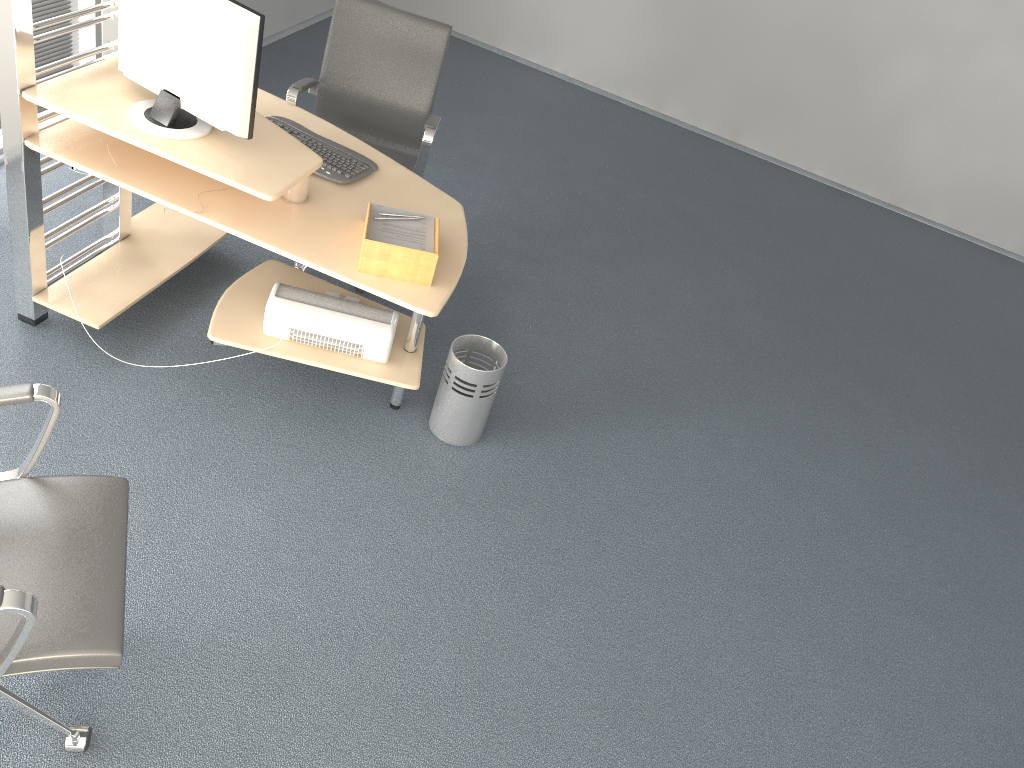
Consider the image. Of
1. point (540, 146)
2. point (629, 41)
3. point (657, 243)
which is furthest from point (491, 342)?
point (629, 41)

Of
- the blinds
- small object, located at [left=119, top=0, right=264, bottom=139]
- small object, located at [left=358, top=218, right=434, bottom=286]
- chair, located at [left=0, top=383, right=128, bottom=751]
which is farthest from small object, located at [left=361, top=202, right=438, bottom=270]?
the blinds

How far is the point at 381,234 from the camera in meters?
2.7

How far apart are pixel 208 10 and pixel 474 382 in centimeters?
141cm

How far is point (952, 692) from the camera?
3.04m

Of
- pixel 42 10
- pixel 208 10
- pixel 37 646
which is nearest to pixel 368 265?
pixel 208 10

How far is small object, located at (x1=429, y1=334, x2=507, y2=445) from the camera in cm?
311

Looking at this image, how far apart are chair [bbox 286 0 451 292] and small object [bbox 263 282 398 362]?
0.6 meters

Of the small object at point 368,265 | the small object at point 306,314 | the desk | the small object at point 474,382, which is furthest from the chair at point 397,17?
the small object at point 368,265

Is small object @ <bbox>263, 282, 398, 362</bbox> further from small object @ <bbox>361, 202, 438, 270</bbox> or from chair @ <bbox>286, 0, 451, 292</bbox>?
chair @ <bbox>286, 0, 451, 292</bbox>
